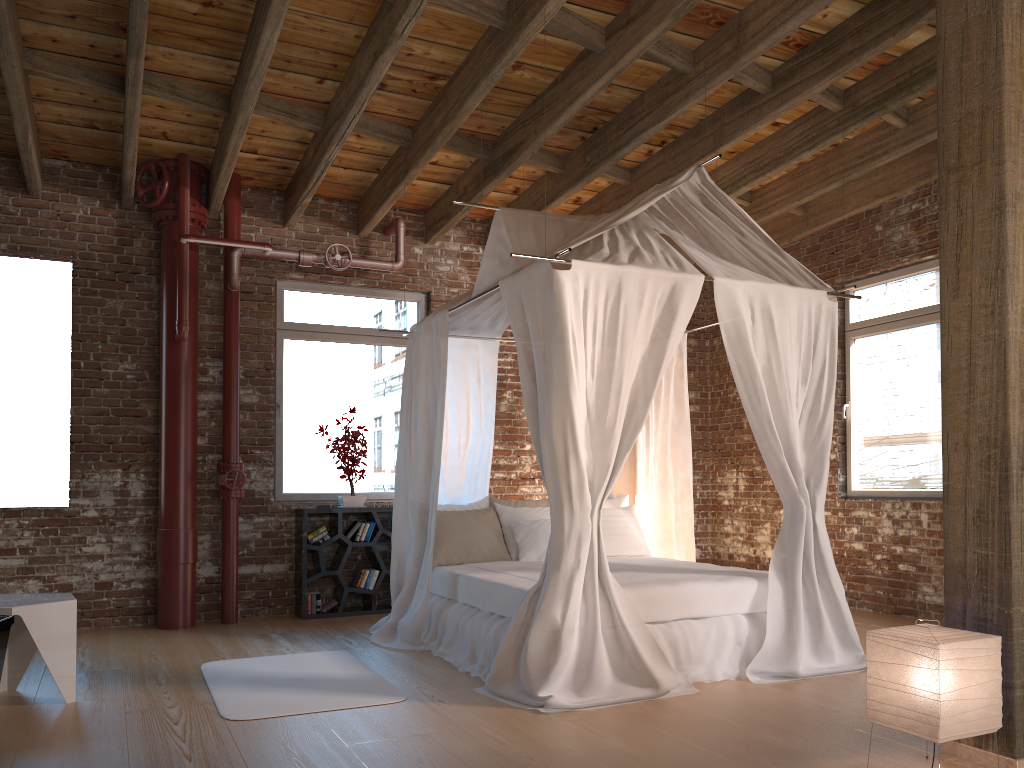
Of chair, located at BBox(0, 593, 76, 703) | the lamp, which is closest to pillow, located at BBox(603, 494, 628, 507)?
the lamp

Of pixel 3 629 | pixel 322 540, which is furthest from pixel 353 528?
pixel 3 629

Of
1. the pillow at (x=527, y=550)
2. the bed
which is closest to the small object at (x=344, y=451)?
the bed

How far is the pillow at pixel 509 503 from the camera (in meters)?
6.39

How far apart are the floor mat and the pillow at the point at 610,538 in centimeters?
204cm

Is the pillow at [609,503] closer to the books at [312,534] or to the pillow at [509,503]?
the pillow at [509,503]

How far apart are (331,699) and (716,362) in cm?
571

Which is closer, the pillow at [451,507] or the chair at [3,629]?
the chair at [3,629]

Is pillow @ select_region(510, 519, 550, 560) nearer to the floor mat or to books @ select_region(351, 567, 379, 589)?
the floor mat

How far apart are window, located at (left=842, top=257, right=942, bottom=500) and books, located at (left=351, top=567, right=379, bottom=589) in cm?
386
